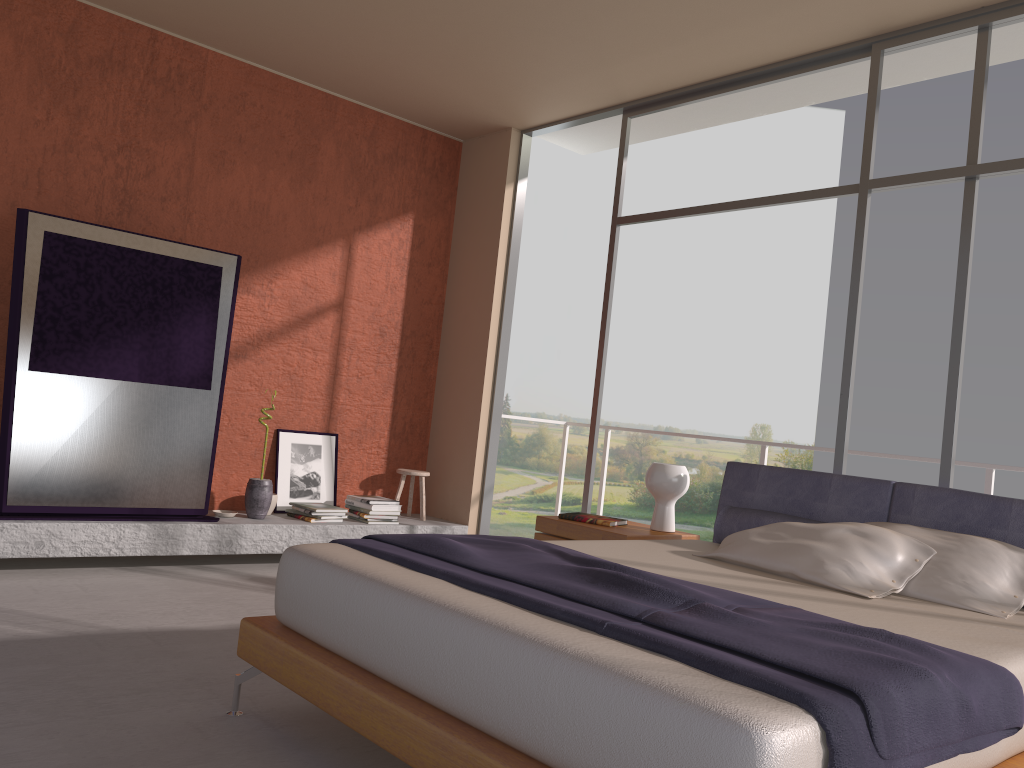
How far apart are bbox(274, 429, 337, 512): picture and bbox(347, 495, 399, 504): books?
0.3 meters

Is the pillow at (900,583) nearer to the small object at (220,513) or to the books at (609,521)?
the books at (609,521)

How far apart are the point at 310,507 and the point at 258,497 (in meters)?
0.35

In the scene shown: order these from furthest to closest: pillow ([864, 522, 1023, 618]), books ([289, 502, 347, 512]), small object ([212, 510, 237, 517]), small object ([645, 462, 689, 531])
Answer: books ([289, 502, 347, 512]) < small object ([212, 510, 237, 517]) < small object ([645, 462, 689, 531]) < pillow ([864, 522, 1023, 618])

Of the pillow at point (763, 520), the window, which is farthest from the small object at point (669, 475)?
the window

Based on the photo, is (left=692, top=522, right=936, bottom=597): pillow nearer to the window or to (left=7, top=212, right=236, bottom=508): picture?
the window

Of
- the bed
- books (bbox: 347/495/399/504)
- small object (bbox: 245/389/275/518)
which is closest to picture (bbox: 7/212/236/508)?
small object (bbox: 245/389/275/518)

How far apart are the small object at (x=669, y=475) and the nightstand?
0.0 meters

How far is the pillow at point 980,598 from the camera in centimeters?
300cm

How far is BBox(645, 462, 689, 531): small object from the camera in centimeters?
442cm
